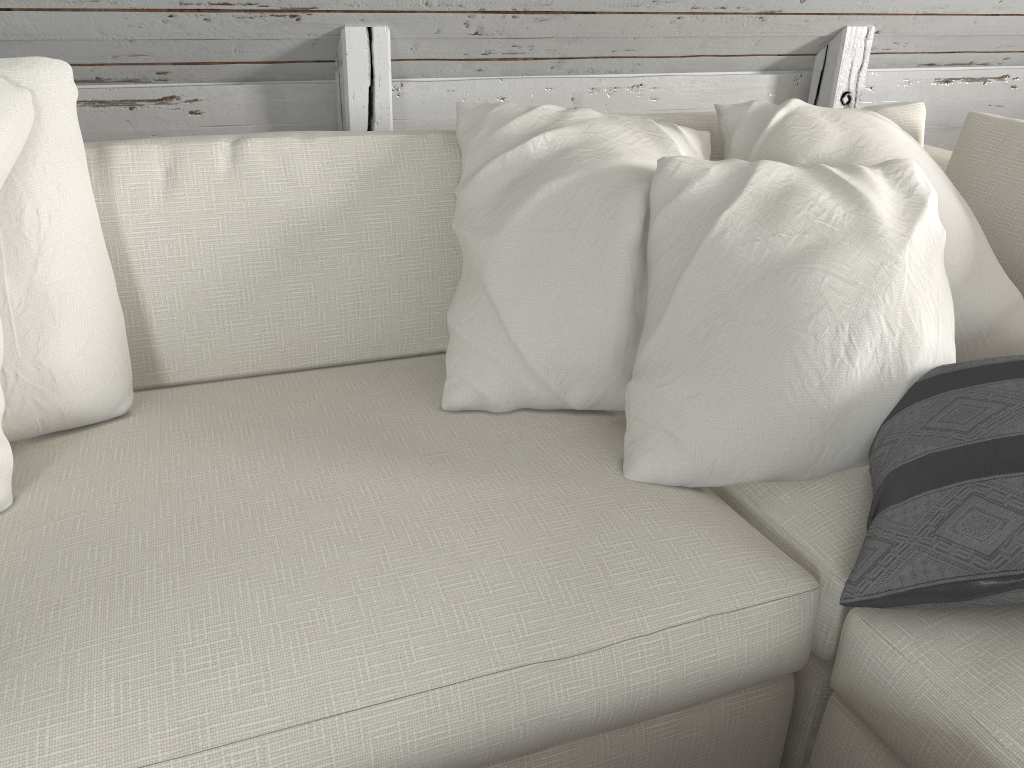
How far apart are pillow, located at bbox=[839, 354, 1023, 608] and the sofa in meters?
0.0 m

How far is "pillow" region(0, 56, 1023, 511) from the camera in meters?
1.1

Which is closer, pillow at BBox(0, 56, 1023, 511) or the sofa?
the sofa

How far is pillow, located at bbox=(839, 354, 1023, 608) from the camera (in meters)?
0.88

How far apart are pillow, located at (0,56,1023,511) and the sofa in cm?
1

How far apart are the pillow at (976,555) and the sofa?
0.0m

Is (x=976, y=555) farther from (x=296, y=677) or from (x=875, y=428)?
(x=296, y=677)

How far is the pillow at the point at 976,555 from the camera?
0.9 meters

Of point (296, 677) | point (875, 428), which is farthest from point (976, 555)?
point (296, 677)
